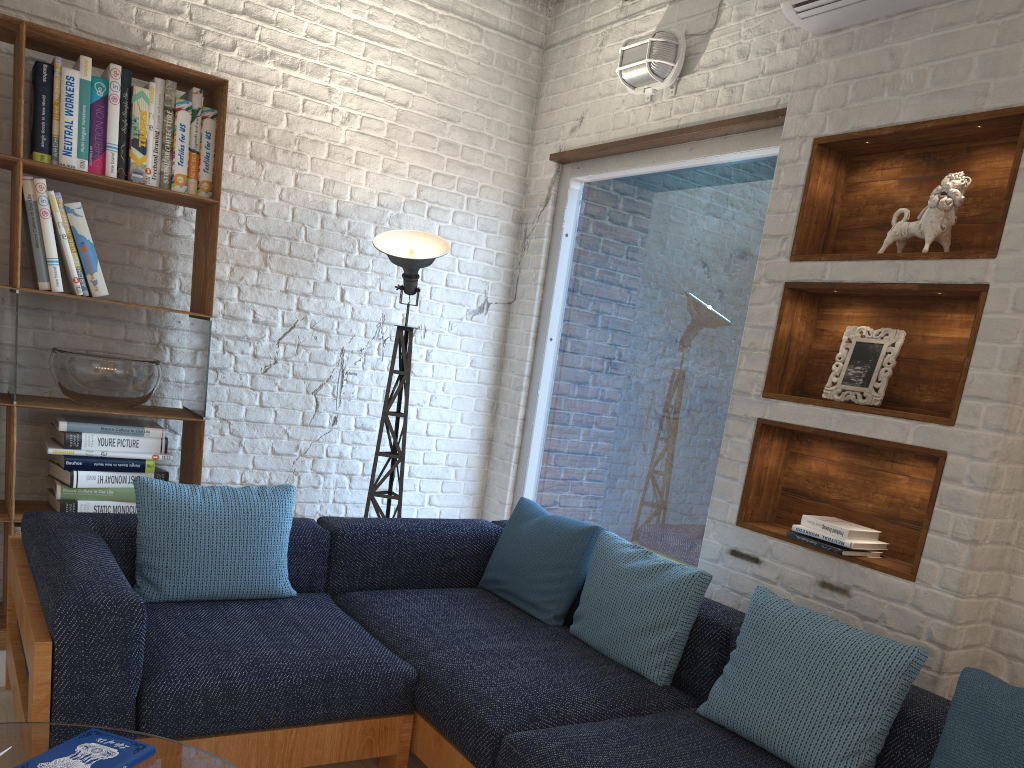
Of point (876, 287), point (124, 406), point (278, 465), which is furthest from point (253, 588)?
point (876, 287)

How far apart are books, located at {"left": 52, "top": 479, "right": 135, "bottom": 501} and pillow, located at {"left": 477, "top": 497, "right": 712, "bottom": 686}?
1.42m

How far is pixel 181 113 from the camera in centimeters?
340cm

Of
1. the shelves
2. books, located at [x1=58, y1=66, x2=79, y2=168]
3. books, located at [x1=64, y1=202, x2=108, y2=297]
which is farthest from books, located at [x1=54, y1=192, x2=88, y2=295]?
the shelves

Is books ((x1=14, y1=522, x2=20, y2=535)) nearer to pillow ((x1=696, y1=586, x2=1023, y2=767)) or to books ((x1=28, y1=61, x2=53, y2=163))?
books ((x1=28, y1=61, x2=53, y2=163))

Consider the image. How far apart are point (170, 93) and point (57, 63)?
0.4m

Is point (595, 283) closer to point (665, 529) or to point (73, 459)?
point (665, 529)

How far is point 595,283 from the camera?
4.24m

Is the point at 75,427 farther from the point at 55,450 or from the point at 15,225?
the point at 15,225

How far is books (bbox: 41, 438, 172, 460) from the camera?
3.3m
